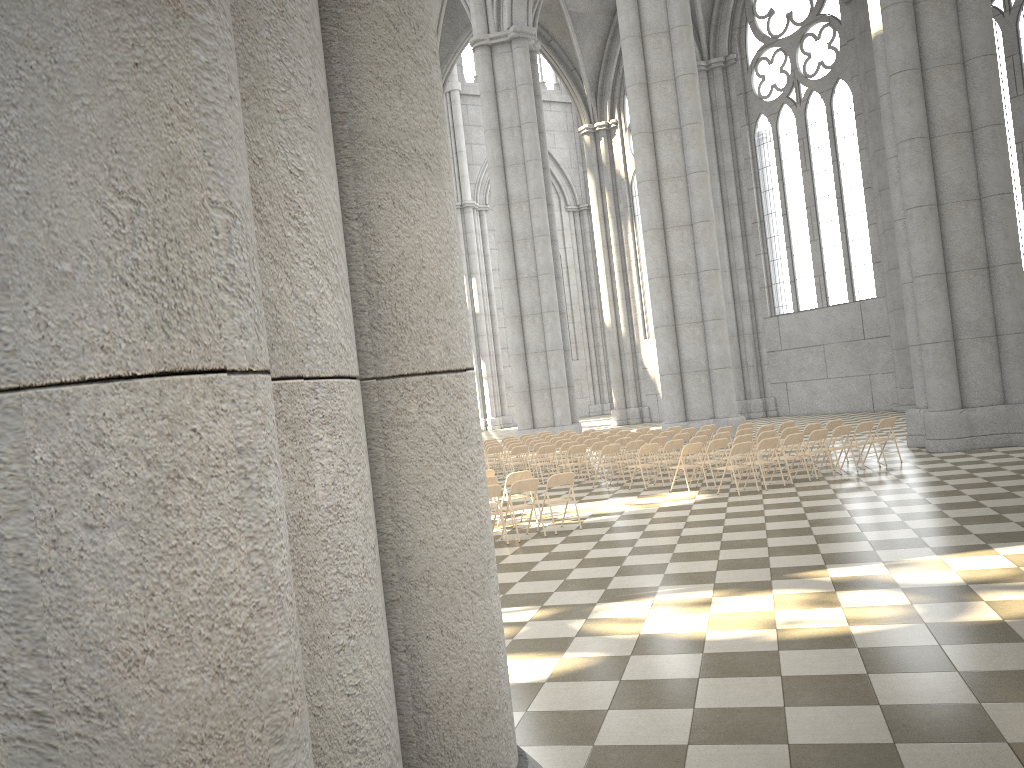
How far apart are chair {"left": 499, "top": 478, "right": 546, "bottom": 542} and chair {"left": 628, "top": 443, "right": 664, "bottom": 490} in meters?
4.3

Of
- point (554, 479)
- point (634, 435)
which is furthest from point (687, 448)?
point (634, 435)

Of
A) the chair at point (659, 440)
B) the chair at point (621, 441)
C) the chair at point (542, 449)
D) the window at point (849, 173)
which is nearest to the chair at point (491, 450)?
the chair at point (542, 449)

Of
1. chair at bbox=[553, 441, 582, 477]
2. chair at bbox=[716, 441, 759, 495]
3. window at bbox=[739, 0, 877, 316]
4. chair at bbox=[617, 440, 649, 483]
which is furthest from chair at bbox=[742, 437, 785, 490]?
window at bbox=[739, 0, 877, 316]

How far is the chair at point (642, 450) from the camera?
15.8 meters

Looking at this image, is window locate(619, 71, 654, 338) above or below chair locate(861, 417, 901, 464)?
above

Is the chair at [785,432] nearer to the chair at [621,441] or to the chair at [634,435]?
the chair at [621,441]

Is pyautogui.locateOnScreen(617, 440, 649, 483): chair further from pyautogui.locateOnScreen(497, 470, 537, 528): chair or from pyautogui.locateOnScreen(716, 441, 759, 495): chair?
pyautogui.locateOnScreen(497, 470, 537, 528): chair

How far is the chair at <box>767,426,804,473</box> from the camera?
16.0m

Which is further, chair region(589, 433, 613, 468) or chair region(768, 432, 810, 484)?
chair region(589, 433, 613, 468)
